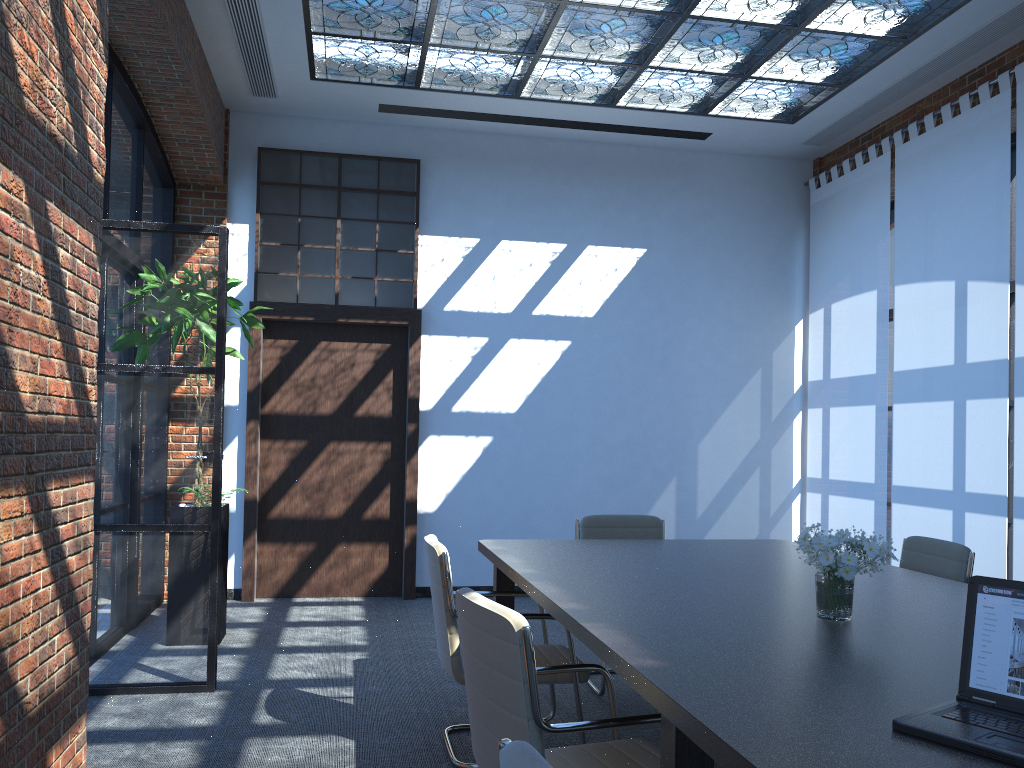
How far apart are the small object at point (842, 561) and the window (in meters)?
5.05

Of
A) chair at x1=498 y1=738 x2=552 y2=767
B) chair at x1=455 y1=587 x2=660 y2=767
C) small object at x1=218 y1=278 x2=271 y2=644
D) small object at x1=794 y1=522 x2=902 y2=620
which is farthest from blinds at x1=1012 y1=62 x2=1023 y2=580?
chair at x1=498 y1=738 x2=552 y2=767

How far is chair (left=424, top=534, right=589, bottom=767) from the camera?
3.6m

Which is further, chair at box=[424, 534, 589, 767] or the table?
chair at box=[424, 534, 589, 767]

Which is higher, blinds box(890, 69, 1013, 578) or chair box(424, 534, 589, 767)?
blinds box(890, 69, 1013, 578)

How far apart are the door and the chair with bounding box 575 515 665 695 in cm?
249

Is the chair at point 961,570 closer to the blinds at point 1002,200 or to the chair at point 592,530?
the chair at point 592,530

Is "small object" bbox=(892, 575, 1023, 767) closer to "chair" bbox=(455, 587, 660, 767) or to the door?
"chair" bbox=(455, 587, 660, 767)

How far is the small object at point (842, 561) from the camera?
2.7m

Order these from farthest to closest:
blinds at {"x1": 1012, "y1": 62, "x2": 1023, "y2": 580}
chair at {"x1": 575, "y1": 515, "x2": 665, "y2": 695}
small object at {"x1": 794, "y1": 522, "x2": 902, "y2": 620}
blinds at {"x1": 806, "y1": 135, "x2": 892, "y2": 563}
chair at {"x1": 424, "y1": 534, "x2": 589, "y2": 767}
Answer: blinds at {"x1": 806, "y1": 135, "x2": 892, "y2": 563}, blinds at {"x1": 1012, "y1": 62, "x2": 1023, "y2": 580}, chair at {"x1": 575, "y1": 515, "x2": 665, "y2": 695}, chair at {"x1": 424, "y1": 534, "x2": 589, "y2": 767}, small object at {"x1": 794, "y1": 522, "x2": 902, "y2": 620}
